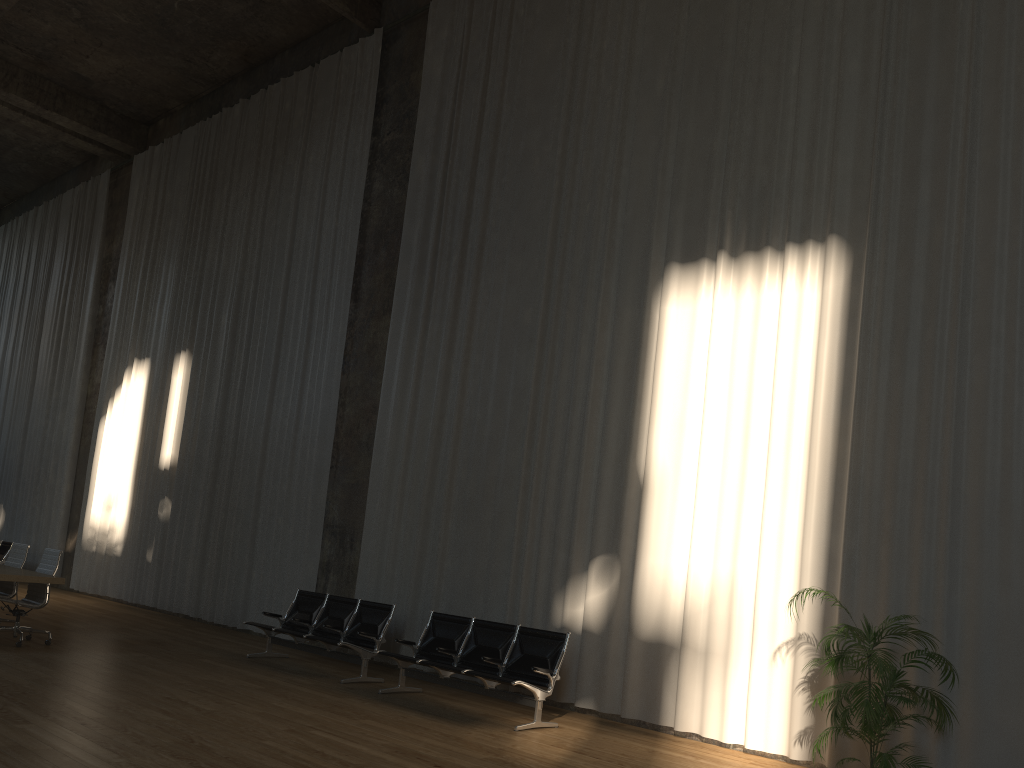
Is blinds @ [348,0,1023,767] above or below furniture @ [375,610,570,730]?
above

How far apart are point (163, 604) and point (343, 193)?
7.1m

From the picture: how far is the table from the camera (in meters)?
8.42

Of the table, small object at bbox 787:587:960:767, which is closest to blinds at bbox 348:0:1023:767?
small object at bbox 787:587:960:767

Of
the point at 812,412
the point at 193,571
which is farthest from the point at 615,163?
the point at 193,571

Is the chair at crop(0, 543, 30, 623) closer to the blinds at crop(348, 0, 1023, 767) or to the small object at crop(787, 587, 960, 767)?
the blinds at crop(348, 0, 1023, 767)

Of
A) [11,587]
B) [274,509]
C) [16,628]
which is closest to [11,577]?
[16,628]

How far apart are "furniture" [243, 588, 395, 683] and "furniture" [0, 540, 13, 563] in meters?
9.5

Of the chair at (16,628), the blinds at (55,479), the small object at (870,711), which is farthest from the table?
the blinds at (55,479)

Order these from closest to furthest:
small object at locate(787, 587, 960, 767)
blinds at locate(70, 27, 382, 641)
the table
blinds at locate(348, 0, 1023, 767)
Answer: small object at locate(787, 587, 960, 767) < blinds at locate(348, 0, 1023, 767) < the table < blinds at locate(70, 27, 382, 641)
